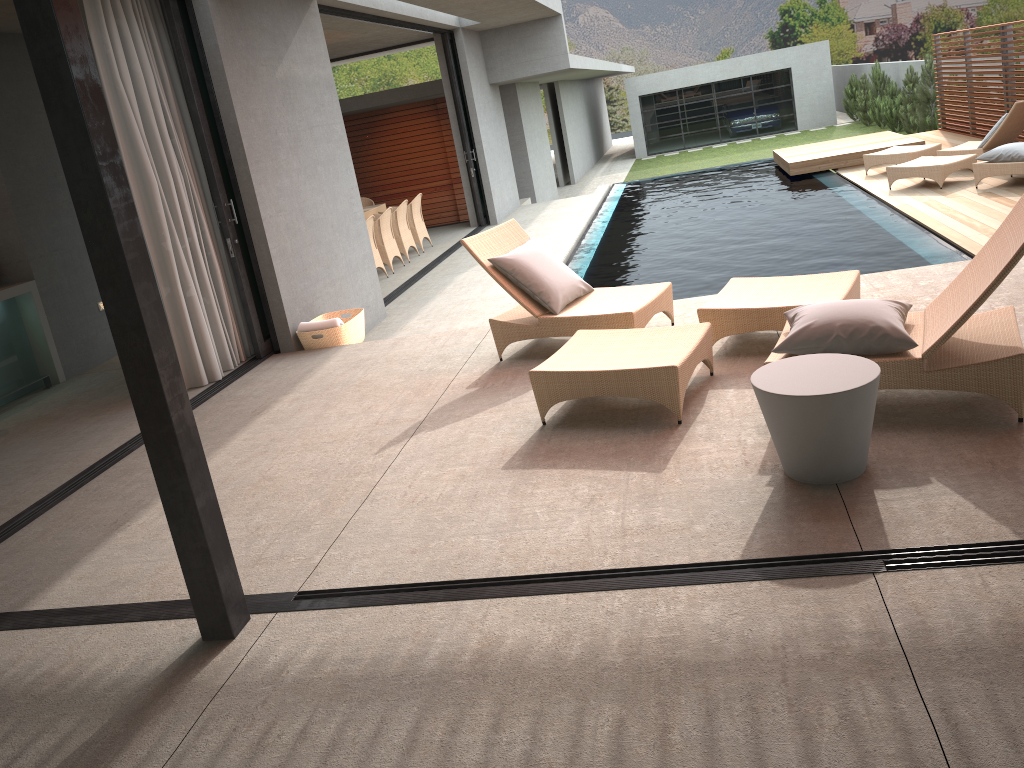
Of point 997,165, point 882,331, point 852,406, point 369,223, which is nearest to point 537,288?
point 882,331

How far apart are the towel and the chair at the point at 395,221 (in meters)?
5.43

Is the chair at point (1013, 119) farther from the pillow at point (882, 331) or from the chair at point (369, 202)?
the pillow at point (882, 331)

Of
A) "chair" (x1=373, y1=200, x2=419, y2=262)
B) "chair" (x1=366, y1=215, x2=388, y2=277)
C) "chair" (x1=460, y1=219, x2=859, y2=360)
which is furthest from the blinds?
"chair" (x1=373, y1=200, x2=419, y2=262)

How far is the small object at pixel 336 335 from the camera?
7.09m

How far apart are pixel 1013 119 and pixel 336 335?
8.81m

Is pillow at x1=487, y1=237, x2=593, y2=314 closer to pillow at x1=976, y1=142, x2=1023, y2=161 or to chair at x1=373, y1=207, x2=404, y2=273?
chair at x1=373, y1=207, x2=404, y2=273

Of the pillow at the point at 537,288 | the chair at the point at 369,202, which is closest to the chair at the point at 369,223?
the chair at the point at 369,202

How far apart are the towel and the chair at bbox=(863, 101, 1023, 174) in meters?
8.6

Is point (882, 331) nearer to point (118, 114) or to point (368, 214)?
point (118, 114)
